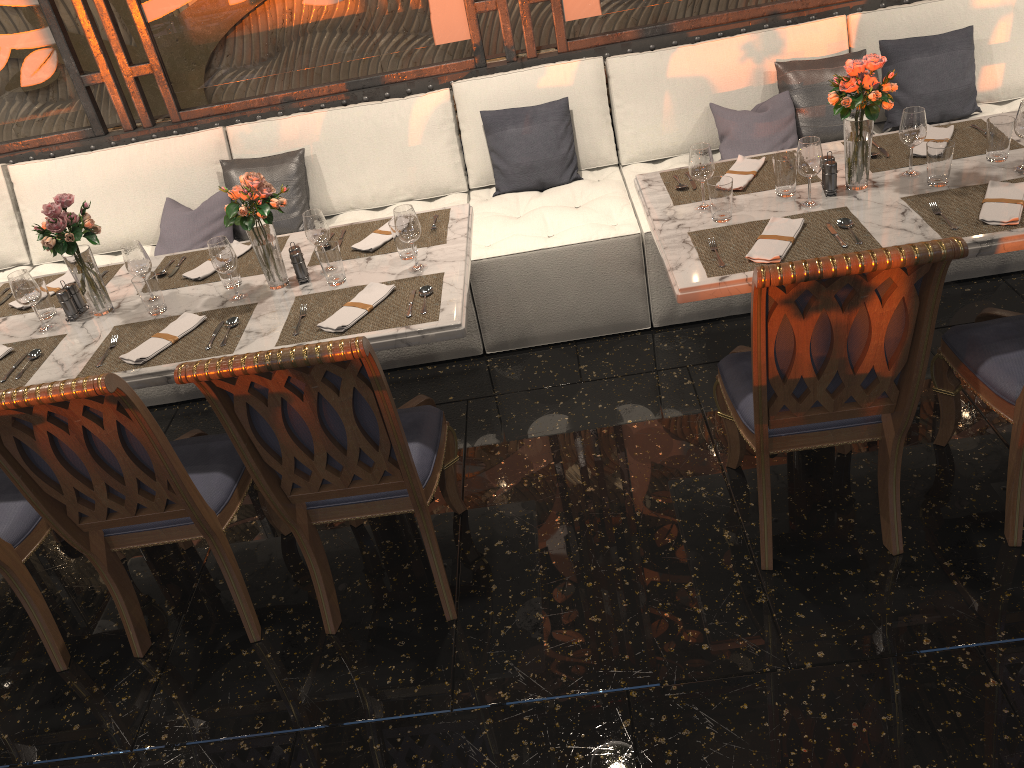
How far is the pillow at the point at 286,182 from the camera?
4.1m

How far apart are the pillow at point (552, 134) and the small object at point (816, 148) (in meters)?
1.44

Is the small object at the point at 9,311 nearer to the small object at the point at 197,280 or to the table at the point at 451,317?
the table at the point at 451,317

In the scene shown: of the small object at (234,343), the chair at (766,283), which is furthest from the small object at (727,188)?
the small object at (234,343)

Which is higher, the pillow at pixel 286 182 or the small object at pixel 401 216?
the small object at pixel 401 216

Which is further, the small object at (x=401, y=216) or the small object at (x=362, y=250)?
the small object at (x=362, y=250)

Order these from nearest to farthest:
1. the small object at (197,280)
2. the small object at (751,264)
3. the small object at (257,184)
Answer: the small object at (751,264), the small object at (257,184), the small object at (197,280)

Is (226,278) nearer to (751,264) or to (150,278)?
(150,278)

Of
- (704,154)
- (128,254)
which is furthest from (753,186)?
(128,254)

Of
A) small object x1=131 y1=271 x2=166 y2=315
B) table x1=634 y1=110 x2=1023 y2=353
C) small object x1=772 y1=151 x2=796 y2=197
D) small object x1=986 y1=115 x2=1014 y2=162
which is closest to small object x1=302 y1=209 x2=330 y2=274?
small object x1=131 y1=271 x2=166 y2=315
